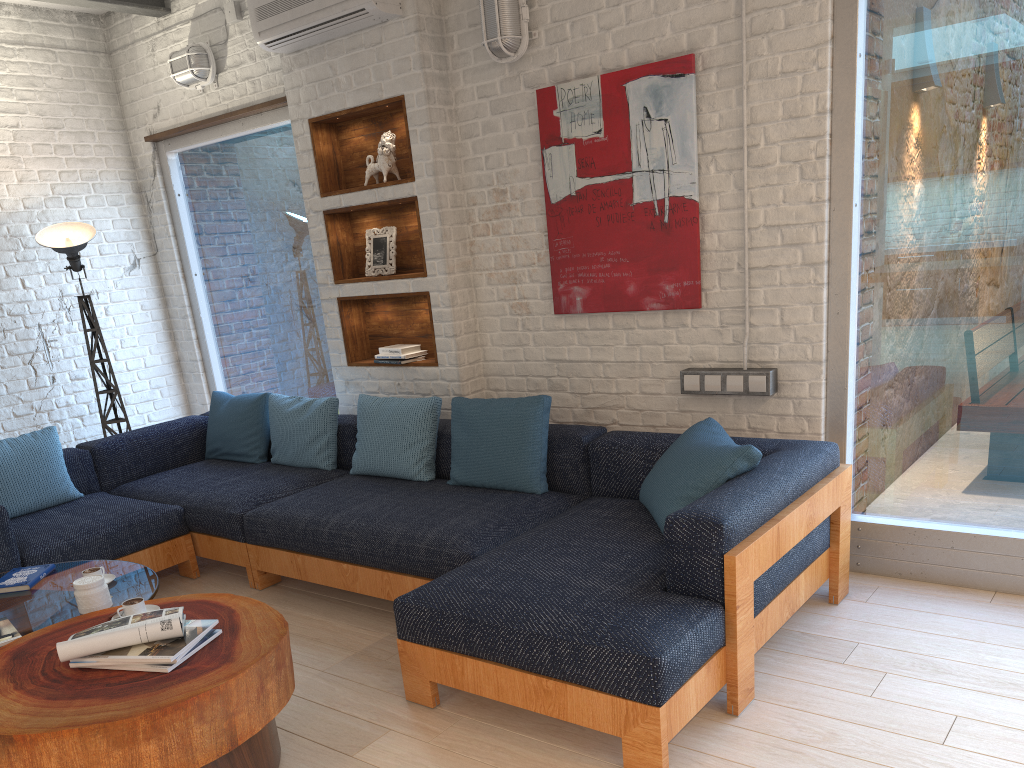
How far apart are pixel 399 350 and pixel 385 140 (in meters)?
1.08

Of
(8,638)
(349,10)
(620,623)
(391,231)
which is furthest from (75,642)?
(349,10)

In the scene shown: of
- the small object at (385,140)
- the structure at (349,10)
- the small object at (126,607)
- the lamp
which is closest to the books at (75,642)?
the small object at (126,607)

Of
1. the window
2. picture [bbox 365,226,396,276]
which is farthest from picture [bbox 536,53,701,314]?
picture [bbox 365,226,396,276]

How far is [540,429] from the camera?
3.7 meters

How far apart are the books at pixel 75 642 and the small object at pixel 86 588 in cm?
41

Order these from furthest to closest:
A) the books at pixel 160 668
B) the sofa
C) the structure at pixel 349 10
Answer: the structure at pixel 349 10, the sofa, the books at pixel 160 668

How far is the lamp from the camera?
5.2m

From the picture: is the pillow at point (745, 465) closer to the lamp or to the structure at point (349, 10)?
the structure at point (349, 10)

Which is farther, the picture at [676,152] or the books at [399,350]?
the books at [399,350]
